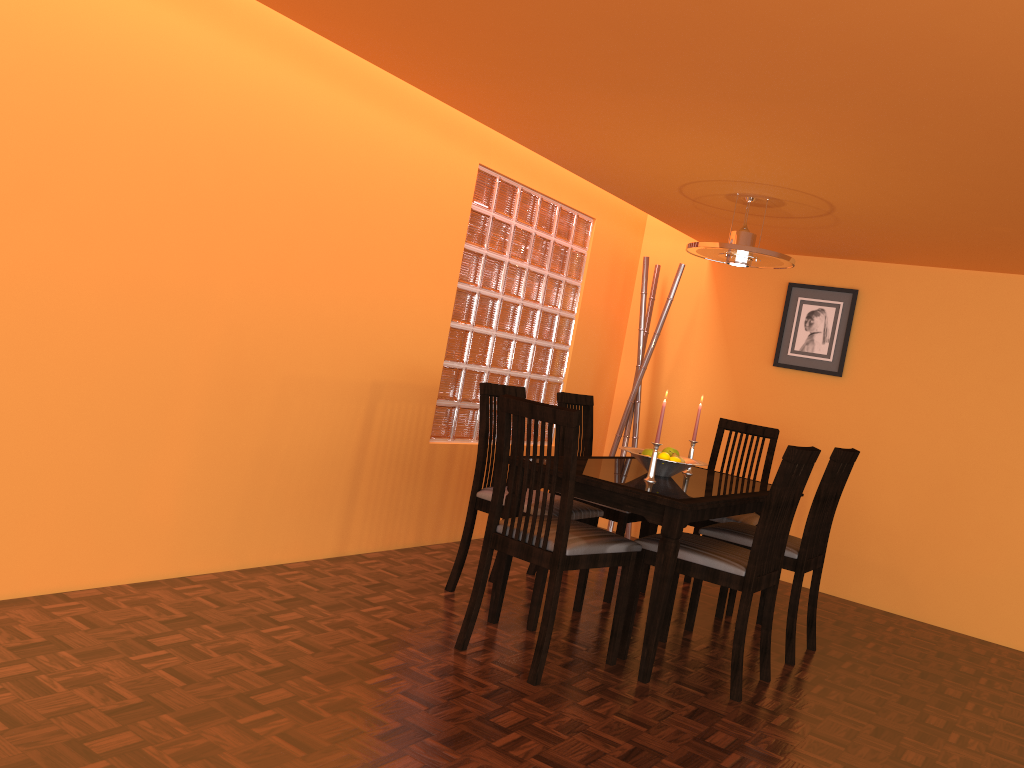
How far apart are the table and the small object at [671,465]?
0.0 meters

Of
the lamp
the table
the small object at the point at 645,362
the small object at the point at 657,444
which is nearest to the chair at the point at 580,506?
the table

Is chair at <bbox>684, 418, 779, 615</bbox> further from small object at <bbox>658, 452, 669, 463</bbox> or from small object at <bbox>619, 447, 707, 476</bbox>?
small object at <bbox>658, 452, 669, 463</bbox>

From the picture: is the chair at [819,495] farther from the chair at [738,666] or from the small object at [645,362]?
the small object at [645,362]

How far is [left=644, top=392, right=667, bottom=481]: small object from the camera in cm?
305

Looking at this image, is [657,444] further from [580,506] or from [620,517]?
[620,517]

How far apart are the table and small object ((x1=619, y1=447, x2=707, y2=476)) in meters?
0.0 m

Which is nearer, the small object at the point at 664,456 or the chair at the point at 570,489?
the chair at the point at 570,489

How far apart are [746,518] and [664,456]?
0.8m

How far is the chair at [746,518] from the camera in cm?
379
